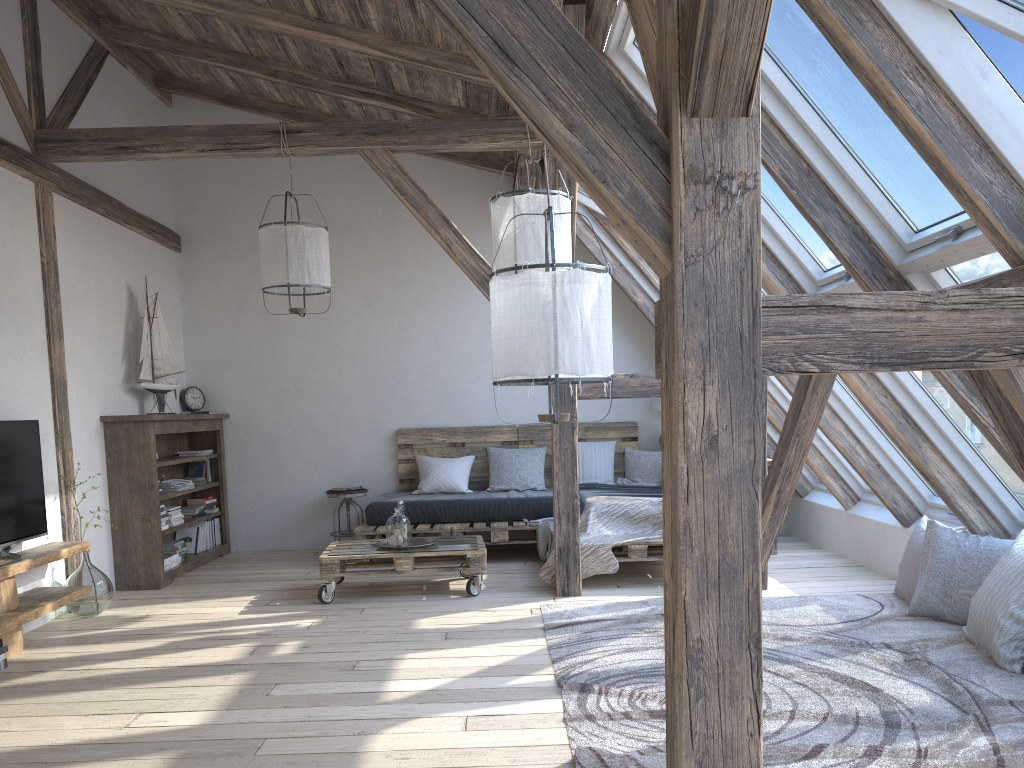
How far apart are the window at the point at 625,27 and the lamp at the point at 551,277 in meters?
1.4

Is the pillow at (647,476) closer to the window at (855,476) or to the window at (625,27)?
the window at (855,476)

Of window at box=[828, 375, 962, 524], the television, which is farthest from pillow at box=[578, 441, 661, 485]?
the television

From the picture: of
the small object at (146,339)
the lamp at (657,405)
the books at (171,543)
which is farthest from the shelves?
the lamp at (657,405)

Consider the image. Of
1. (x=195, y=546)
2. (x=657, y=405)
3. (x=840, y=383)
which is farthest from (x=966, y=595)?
(x=195, y=546)

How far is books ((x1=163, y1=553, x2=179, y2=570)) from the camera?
6.04m

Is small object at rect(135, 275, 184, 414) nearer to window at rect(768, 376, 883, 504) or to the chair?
the chair

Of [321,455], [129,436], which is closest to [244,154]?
[129,436]

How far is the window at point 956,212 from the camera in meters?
3.0 m

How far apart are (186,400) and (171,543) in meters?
1.3 m
